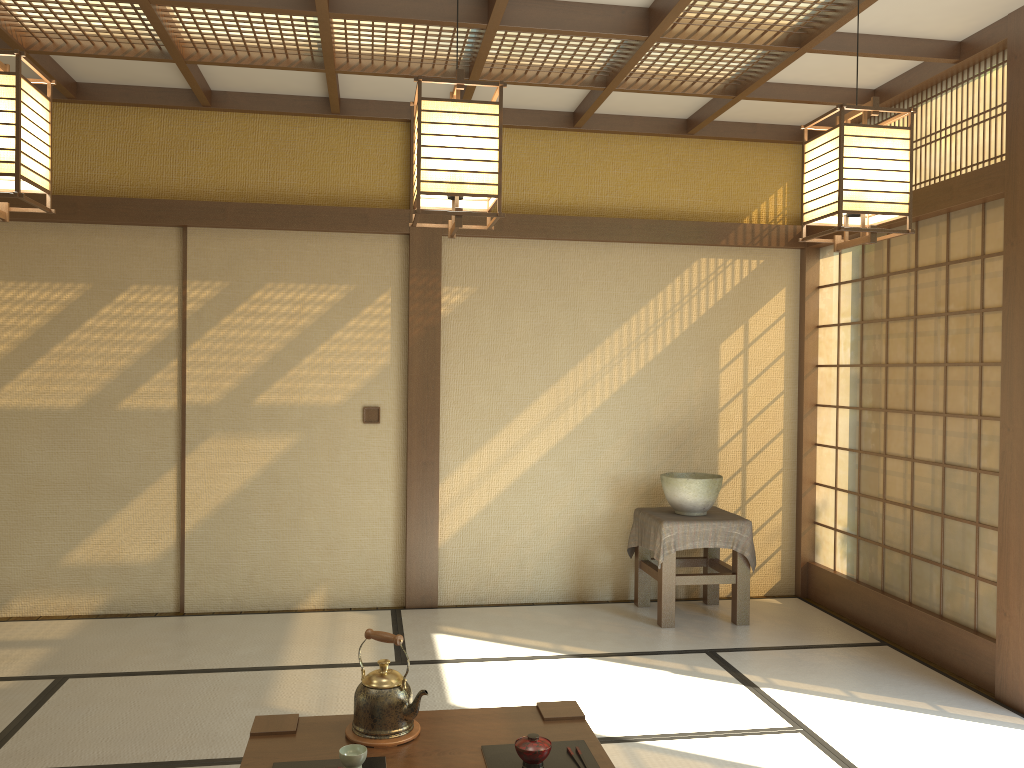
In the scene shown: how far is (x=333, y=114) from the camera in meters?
5.2 m

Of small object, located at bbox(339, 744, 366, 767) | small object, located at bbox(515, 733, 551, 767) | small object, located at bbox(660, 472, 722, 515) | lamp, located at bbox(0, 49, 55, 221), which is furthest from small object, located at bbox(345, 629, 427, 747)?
small object, located at bbox(660, 472, 722, 515)

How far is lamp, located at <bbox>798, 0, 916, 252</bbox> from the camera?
2.5m

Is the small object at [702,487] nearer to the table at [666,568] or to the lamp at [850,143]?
the table at [666,568]

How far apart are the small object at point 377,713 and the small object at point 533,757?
0.3m

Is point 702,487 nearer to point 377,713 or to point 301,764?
point 377,713

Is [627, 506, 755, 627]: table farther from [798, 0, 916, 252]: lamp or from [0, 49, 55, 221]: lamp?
[0, 49, 55, 221]: lamp

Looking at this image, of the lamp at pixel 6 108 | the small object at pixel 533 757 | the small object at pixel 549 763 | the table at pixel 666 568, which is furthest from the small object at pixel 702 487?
the lamp at pixel 6 108

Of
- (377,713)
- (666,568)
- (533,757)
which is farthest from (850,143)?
(666,568)

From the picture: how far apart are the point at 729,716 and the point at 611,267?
2.81m
